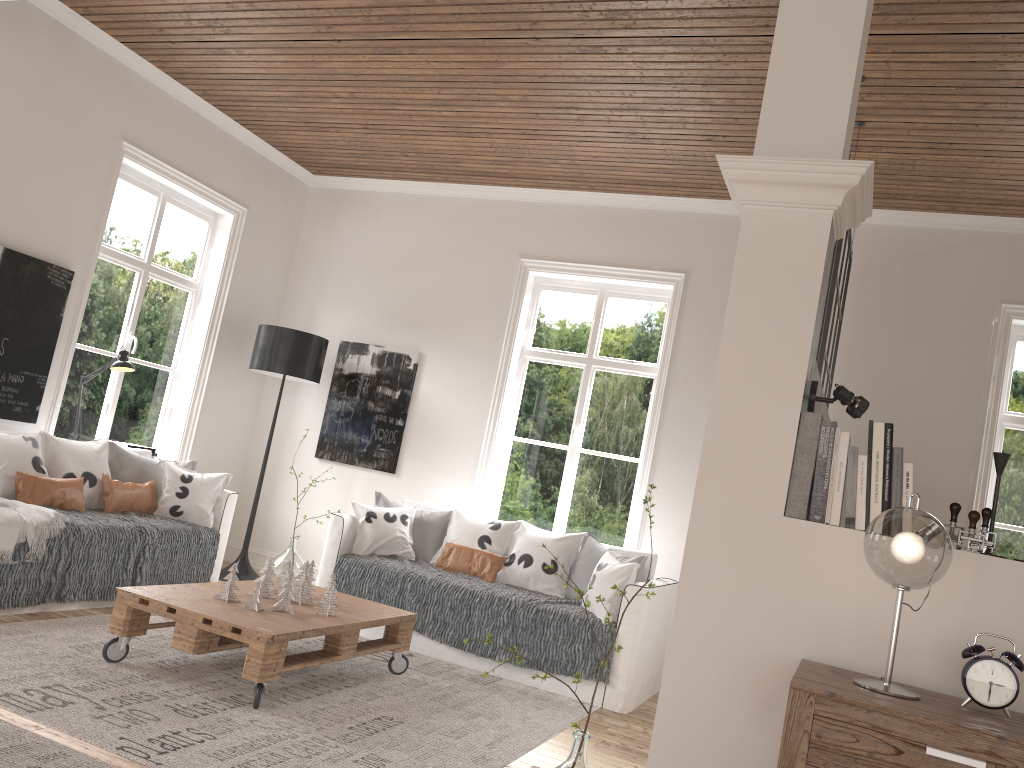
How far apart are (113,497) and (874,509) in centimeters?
405cm

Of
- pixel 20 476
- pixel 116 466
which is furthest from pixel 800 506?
pixel 116 466

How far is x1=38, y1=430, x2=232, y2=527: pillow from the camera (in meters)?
4.74

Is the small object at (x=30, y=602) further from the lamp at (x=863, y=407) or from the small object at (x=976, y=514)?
the small object at (x=976, y=514)

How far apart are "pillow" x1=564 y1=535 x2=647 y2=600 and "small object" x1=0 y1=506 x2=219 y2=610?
2.1m

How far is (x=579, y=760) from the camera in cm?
247

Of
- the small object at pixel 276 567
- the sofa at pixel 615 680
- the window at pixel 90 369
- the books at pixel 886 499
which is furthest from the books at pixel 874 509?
the window at pixel 90 369

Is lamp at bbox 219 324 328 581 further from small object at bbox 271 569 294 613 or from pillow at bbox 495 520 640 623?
small object at bbox 271 569 294 613

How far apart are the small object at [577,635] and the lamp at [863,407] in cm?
236

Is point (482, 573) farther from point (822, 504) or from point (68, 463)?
point (822, 504)
